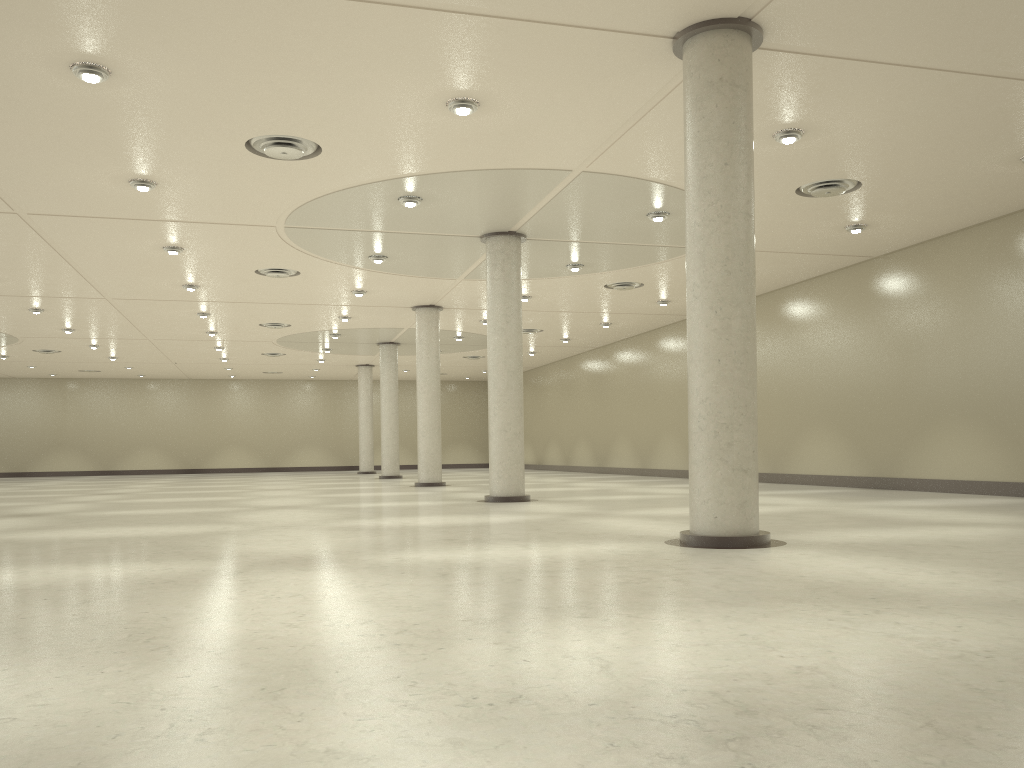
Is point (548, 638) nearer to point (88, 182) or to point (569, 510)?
point (569, 510)

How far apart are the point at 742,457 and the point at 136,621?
14.2 meters
